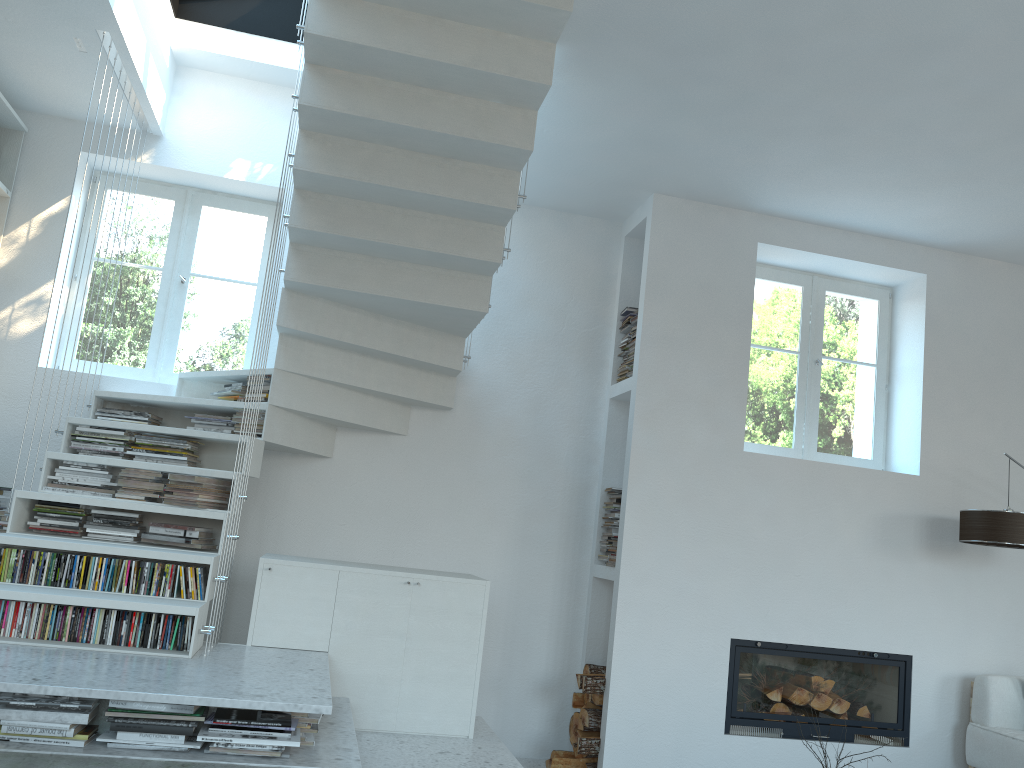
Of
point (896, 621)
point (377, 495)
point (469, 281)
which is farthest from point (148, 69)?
point (896, 621)

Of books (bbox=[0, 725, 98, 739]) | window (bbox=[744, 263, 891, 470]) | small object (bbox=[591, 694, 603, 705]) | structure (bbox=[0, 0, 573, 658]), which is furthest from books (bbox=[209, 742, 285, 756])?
window (bbox=[744, 263, 891, 470])

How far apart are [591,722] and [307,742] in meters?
2.2 m

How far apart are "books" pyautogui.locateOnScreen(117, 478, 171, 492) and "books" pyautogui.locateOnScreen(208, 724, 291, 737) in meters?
1.5

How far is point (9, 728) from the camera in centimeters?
251cm

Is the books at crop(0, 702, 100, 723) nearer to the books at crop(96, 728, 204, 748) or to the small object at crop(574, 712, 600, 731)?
the books at crop(96, 728, 204, 748)

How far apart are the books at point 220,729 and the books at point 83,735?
0.3 meters

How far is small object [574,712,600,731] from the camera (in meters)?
4.83

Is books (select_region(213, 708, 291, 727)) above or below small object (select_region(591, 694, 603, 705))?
above

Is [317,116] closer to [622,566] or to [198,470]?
[198,470]
